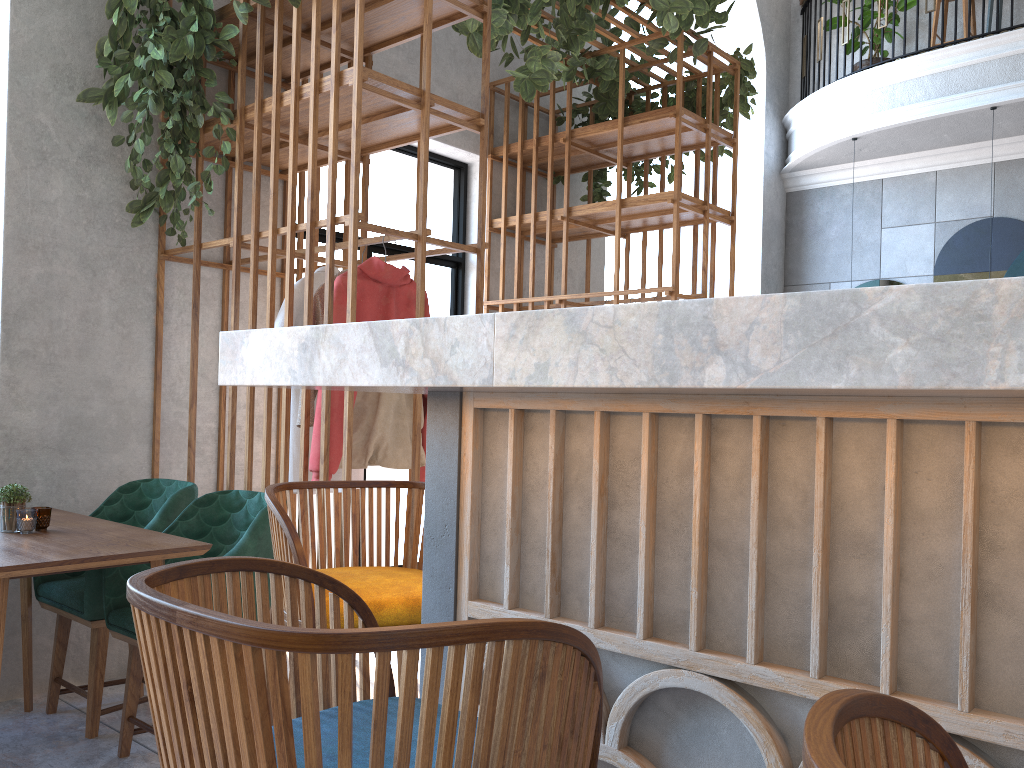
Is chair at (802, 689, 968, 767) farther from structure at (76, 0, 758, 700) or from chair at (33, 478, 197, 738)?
chair at (33, 478, 197, 738)

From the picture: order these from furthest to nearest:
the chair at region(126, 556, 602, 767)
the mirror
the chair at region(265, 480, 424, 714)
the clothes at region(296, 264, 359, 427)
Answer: the mirror → the clothes at region(296, 264, 359, 427) → the chair at region(265, 480, 424, 714) → the chair at region(126, 556, 602, 767)

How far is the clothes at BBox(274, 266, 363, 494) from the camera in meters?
3.4

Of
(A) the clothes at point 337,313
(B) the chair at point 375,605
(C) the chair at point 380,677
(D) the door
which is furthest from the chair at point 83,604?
(C) the chair at point 380,677

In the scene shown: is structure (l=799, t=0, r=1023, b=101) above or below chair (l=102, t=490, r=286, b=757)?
above

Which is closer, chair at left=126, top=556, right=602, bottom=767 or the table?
chair at left=126, top=556, right=602, bottom=767

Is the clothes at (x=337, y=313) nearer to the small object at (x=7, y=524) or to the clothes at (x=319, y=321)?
the clothes at (x=319, y=321)

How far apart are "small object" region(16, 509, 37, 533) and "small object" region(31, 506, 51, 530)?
0.05m

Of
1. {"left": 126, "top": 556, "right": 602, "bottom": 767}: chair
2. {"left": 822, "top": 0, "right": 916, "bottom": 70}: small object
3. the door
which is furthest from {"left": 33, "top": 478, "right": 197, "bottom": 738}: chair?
{"left": 822, "top": 0, "right": 916, "bottom": 70}: small object

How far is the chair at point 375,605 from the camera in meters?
1.5
